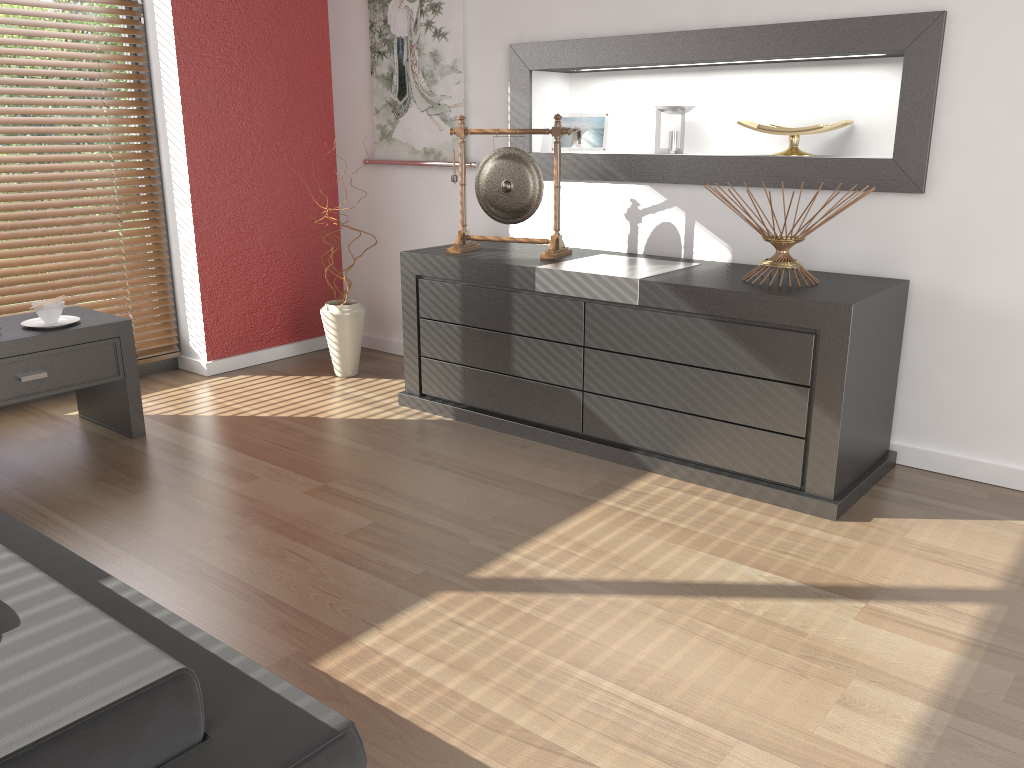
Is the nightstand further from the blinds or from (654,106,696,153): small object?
(654,106,696,153): small object

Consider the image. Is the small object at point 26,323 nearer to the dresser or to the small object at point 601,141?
the dresser

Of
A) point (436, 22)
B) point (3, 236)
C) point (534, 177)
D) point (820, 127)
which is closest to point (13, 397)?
point (3, 236)

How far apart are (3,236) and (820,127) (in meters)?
2.98

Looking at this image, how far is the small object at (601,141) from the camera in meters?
3.5

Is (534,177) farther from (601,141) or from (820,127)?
(820,127)

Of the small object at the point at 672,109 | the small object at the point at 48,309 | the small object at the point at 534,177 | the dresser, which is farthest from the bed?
the small object at the point at 672,109

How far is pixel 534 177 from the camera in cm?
319

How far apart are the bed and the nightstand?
0.9 meters

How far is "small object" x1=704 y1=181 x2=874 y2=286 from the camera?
2.59m
